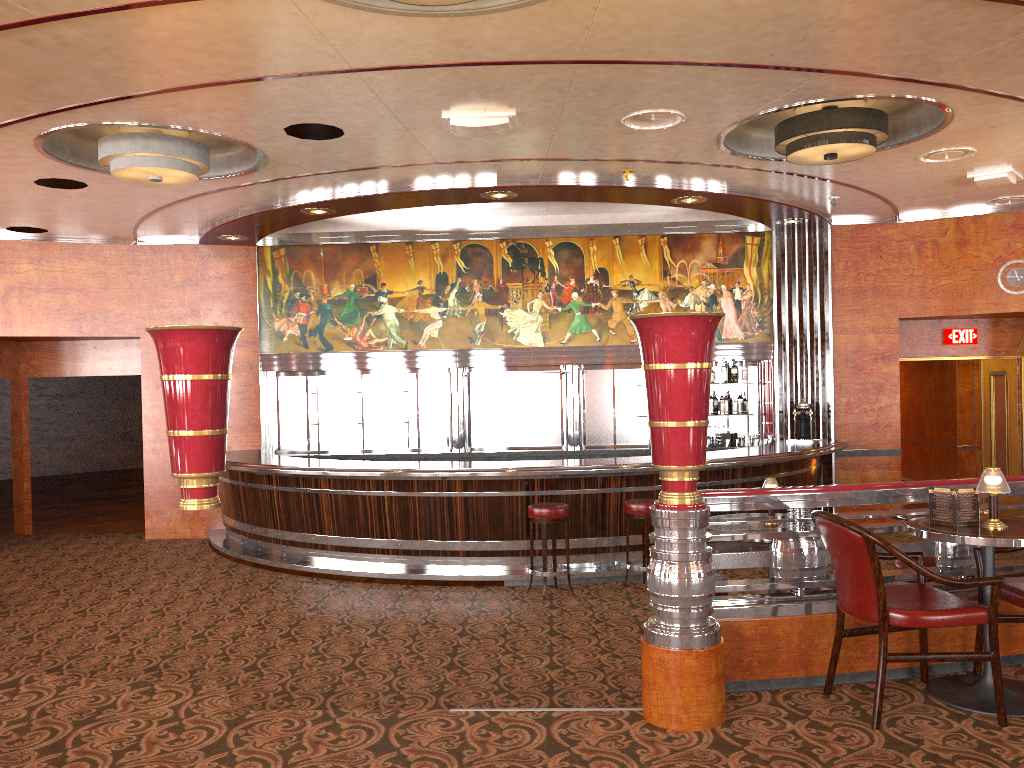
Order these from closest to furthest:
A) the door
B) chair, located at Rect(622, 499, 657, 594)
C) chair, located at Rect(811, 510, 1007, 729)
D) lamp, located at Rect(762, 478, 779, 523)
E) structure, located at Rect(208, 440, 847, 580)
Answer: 1. chair, located at Rect(811, 510, 1007, 729)
2. lamp, located at Rect(762, 478, 779, 523)
3. chair, located at Rect(622, 499, 657, 594)
4. structure, located at Rect(208, 440, 847, 580)
5. the door

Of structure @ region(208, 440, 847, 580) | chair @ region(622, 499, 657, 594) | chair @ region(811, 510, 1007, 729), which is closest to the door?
structure @ region(208, 440, 847, 580)

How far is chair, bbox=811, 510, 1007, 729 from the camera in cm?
340

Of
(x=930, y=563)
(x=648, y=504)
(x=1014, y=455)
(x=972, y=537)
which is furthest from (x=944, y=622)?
(x=1014, y=455)

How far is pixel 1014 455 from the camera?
10.91m

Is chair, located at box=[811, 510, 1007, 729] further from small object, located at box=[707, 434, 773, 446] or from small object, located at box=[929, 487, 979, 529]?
small object, located at box=[707, 434, 773, 446]

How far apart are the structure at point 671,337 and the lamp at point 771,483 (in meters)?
0.91

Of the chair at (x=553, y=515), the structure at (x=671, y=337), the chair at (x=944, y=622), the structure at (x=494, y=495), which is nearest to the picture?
the structure at (x=494, y=495)

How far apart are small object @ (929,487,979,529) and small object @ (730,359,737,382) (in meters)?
6.83

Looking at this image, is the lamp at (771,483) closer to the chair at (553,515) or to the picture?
the chair at (553,515)
